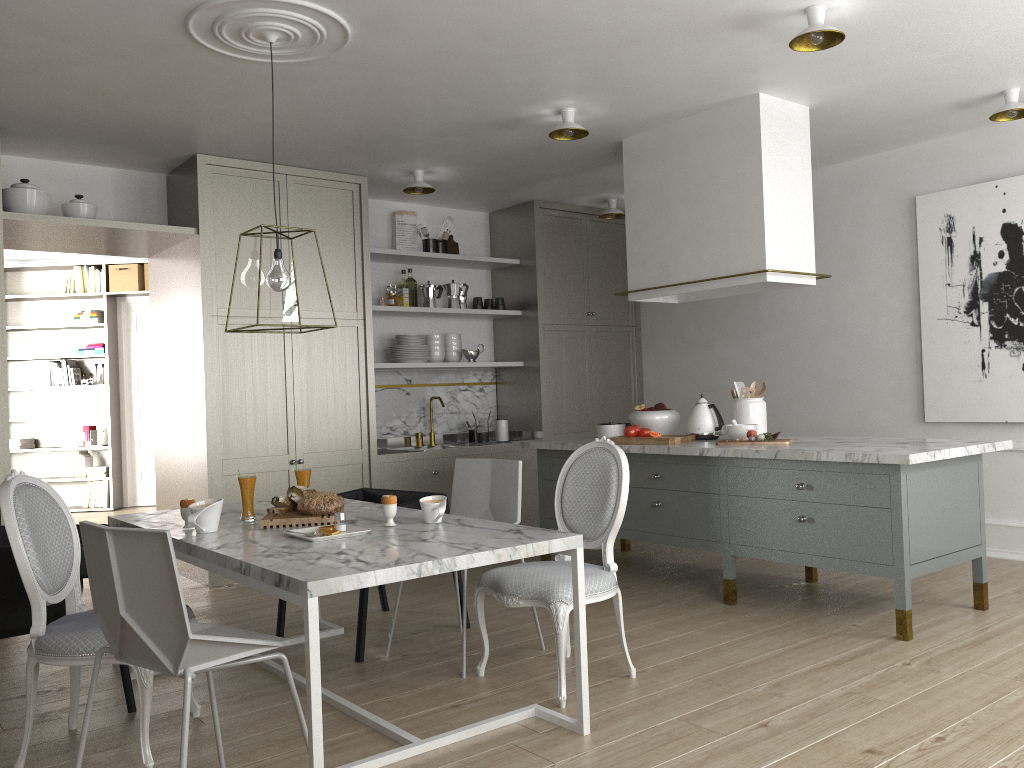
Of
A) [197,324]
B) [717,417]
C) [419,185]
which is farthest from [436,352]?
[717,417]

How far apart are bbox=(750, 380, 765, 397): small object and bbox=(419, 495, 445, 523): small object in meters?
2.3

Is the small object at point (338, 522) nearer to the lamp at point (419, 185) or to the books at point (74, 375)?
the lamp at point (419, 185)

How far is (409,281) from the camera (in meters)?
6.04

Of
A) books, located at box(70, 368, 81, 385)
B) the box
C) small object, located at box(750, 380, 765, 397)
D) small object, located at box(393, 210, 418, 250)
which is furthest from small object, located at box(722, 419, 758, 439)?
books, located at box(70, 368, 81, 385)

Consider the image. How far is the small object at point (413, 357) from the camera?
5.89m

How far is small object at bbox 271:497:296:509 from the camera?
3.1 meters

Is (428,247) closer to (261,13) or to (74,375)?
(261,13)

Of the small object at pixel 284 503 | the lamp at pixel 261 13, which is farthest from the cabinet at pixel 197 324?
the small object at pixel 284 503

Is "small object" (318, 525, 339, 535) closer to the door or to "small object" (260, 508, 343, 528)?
"small object" (260, 508, 343, 528)
